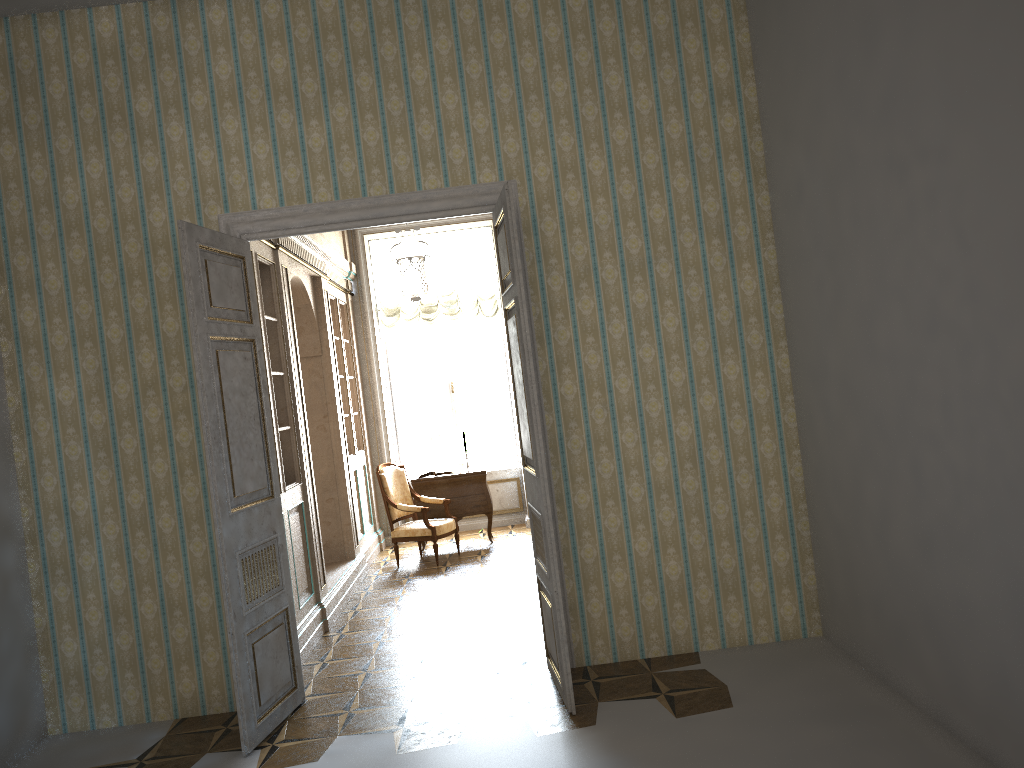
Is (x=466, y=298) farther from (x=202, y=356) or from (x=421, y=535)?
(x=202, y=356)

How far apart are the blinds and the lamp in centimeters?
53cm

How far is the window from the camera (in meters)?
10.80

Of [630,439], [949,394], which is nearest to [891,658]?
[949,394]

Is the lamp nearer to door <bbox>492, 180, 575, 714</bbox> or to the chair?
door <bbox>492, 180, 575, 714</bbox>

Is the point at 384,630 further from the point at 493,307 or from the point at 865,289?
the point at 493,307

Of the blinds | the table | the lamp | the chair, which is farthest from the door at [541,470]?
the blinds

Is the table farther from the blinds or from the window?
the blinds

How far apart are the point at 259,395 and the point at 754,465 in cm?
285

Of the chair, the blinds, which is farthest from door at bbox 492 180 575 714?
the blinds
